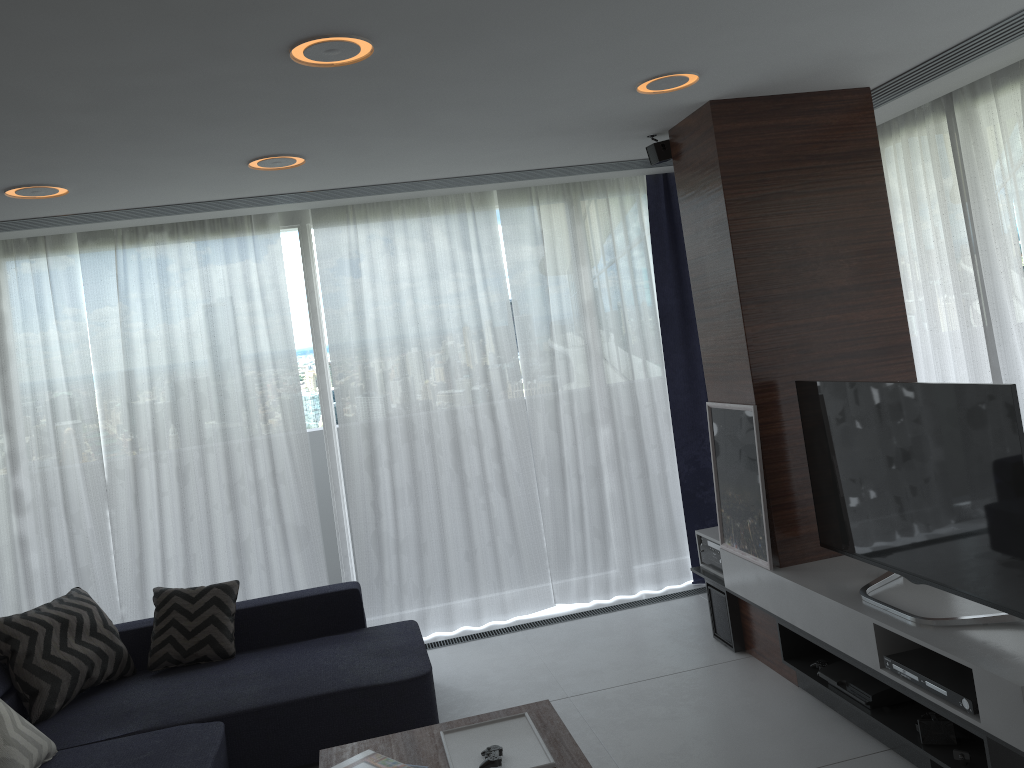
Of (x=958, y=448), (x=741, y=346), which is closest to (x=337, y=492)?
(x=741, y=346)

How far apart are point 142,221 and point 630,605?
3.5 meters

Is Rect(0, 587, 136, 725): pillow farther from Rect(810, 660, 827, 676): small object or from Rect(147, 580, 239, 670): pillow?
Rect(810, 660, 827, 676): small object

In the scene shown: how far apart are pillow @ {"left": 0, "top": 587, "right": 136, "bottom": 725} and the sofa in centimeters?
3cm

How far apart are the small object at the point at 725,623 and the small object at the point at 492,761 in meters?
1.9

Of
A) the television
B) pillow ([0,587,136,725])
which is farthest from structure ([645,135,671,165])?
pillow ([0,587,136,725])

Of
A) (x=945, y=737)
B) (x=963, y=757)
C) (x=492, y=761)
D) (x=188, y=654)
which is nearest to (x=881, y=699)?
(x=945, y=737)

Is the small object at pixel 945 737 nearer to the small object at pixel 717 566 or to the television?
the television

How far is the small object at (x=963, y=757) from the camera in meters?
2.8

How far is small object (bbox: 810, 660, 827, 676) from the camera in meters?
3.6
